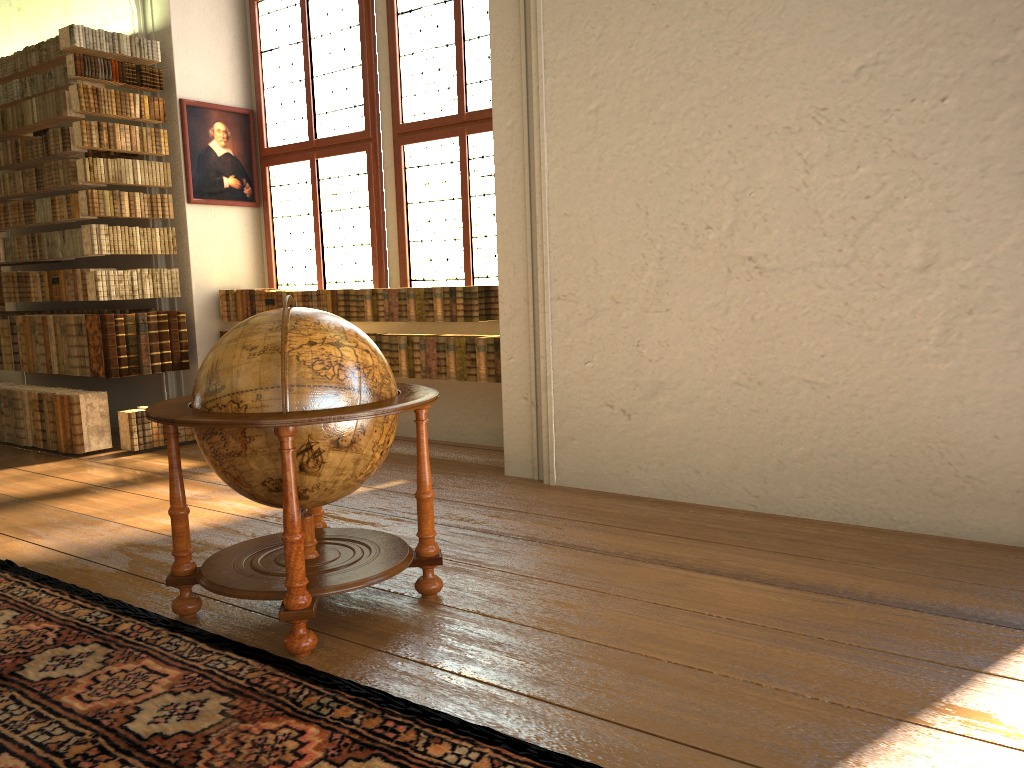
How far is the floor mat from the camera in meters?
2.8

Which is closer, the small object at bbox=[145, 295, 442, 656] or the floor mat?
the floor mat

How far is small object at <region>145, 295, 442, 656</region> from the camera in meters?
3.5 m

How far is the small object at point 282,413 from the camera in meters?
3.5 m

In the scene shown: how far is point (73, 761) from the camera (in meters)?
2.77

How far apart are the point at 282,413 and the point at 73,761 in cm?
138

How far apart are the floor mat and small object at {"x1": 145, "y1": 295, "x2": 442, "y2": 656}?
0.06m

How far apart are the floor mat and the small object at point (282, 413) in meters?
0.1

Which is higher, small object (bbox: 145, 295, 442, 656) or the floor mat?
small object (bbox: 145, 295, 442, 656)
